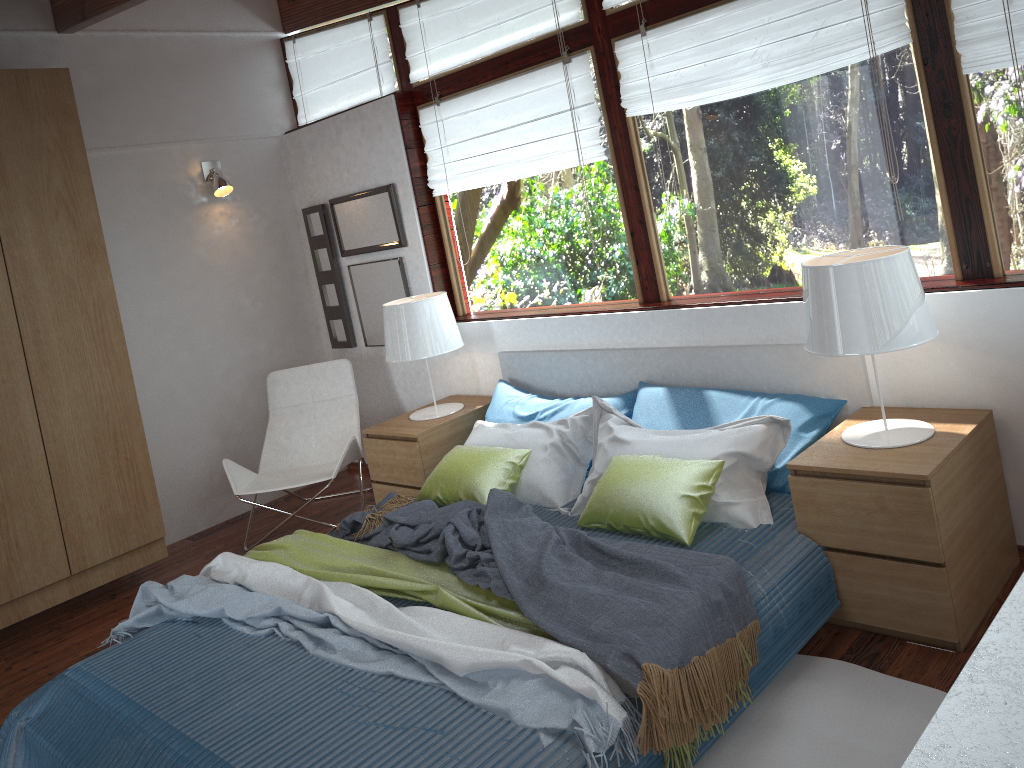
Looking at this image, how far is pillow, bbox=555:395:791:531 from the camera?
2.98m

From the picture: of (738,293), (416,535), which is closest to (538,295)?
(738,293)

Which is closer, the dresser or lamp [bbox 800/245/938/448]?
the dresser

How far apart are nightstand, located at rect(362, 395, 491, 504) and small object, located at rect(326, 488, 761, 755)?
0.4m

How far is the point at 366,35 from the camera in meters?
4.8

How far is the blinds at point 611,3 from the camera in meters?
3.6 m

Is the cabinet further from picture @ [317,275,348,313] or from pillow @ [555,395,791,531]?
pillow @ [555,395,791,531]

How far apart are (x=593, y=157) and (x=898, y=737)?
2.6 meters

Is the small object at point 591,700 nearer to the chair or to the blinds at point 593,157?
the chair

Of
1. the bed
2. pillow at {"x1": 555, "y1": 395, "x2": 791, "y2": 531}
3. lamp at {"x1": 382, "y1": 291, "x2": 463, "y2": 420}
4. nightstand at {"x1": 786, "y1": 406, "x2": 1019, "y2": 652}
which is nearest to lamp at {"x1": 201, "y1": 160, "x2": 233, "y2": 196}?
lamp at {"x1": 382, "y1": 291, "x2": 463, "y2": 420}
